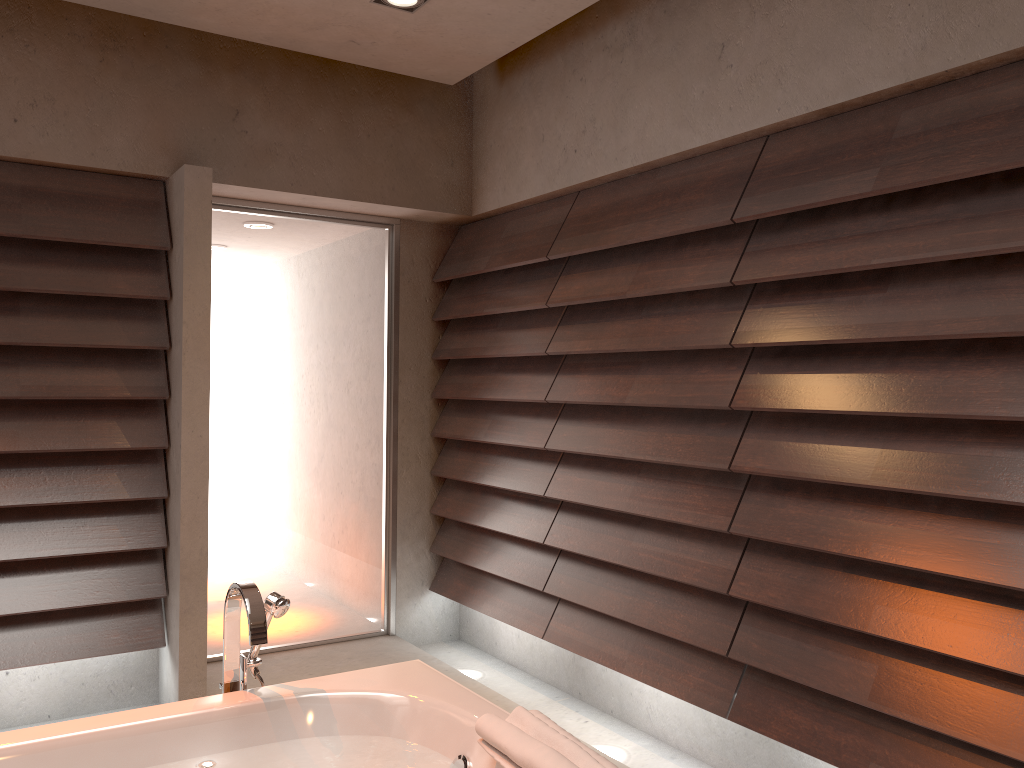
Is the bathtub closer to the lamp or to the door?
the door

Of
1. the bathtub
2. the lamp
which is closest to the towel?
the bathtub

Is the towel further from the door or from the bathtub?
the door

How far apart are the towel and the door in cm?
242

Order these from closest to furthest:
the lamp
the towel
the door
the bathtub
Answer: the towel
the bathtub
the lamp
the door

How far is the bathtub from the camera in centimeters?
179cm

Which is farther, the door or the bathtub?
the door

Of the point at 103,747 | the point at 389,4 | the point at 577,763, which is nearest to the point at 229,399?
the point at 389,4

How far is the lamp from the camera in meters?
3.0

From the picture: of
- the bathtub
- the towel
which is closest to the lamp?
the bathtub
